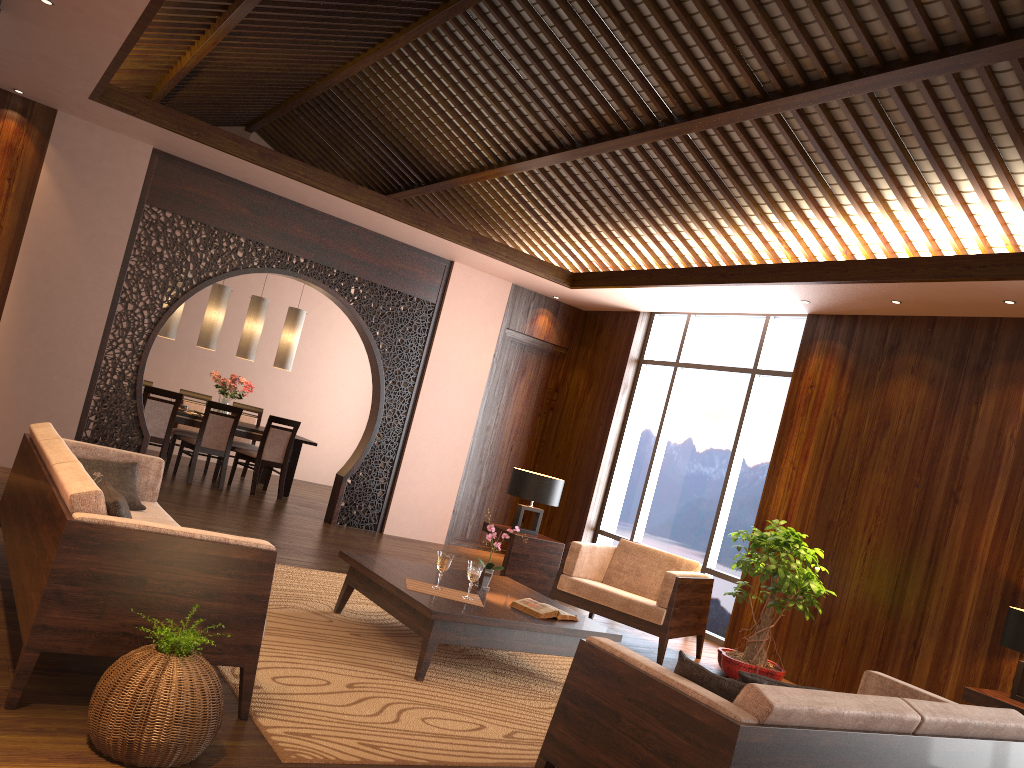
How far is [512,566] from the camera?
6.9 meters

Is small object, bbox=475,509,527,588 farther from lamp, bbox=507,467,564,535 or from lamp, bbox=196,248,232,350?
lamp, bbox=196,248,232,350

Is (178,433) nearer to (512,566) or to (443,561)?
(512,566)

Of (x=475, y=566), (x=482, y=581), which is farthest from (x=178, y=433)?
(x=475, y=566)

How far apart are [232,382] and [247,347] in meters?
0.4

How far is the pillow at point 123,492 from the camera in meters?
4.5

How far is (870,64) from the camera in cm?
492

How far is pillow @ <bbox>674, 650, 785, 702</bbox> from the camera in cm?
264

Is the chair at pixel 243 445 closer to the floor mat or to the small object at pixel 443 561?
the floor mat

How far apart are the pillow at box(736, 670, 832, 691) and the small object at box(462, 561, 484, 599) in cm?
Answer: 199
